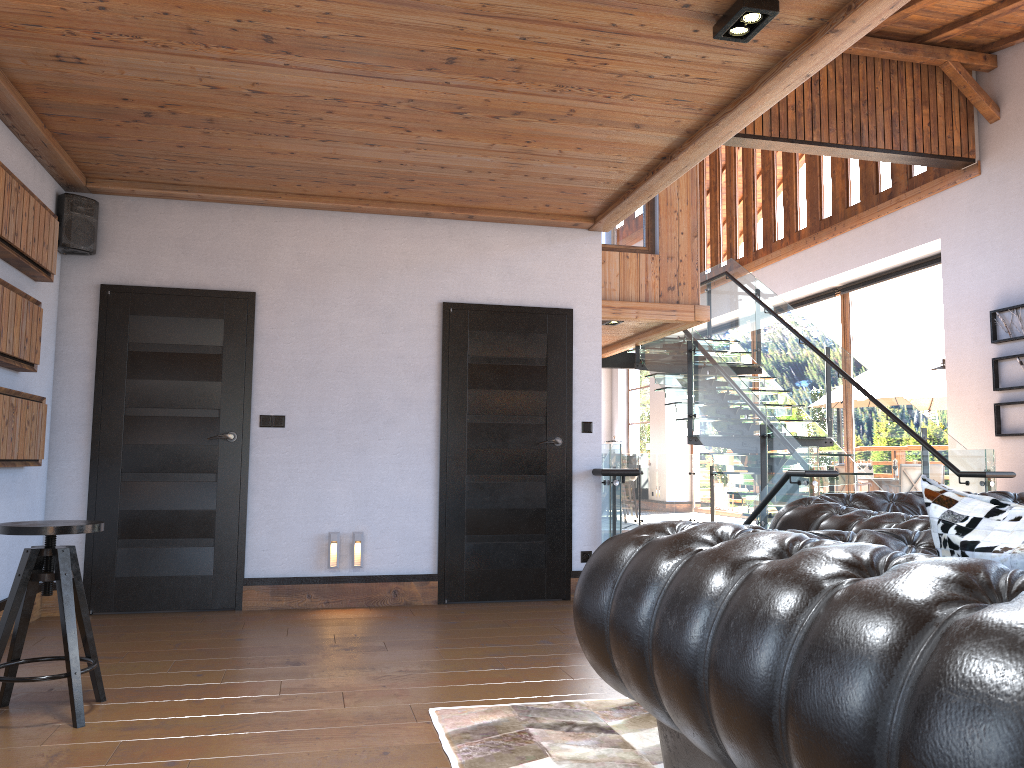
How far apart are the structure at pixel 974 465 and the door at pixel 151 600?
2.4m

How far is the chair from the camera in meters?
3.2

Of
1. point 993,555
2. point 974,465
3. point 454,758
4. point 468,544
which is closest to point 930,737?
point 993,555

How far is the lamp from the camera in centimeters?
326cm

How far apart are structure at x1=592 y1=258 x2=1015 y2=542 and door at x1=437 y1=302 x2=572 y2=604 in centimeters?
27cm

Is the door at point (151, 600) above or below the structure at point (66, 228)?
below

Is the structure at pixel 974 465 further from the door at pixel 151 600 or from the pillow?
the pillow

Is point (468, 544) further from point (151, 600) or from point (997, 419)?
point (997, 419)

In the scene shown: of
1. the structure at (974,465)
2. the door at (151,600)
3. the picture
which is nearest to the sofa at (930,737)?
the structure at (974,465)

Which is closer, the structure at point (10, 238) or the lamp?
the lamp
